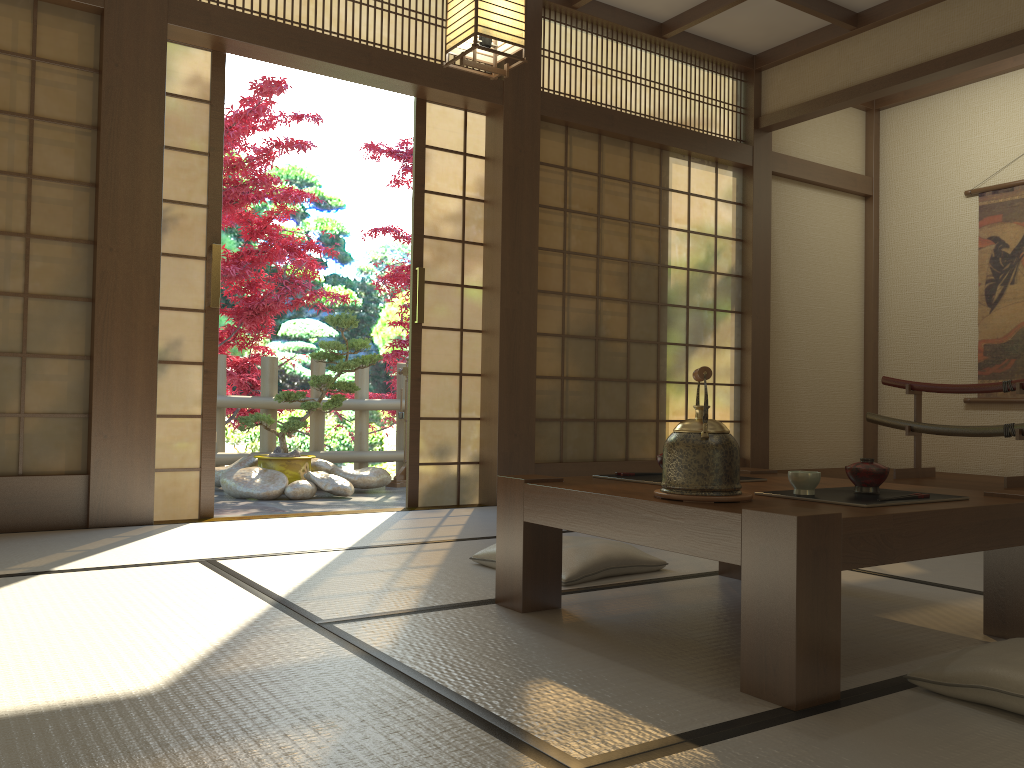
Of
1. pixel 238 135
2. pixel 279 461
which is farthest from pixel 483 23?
pixel 279 461

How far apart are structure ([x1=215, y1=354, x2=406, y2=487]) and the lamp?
4.11m

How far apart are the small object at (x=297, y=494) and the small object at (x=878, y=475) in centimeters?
443cm

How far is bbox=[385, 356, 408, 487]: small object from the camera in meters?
7.0

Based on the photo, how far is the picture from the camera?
6.0m

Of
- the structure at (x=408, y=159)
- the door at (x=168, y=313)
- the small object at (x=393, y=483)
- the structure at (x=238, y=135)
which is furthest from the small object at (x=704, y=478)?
the structure at (x=408, y=159)

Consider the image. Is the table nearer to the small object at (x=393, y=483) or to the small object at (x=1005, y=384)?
the small object at (x=1005, y=384)

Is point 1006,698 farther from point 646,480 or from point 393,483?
point 393,483

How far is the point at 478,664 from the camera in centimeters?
185cm

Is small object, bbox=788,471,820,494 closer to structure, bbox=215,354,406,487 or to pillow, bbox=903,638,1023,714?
pillow, bbox=903,638,1023,714
